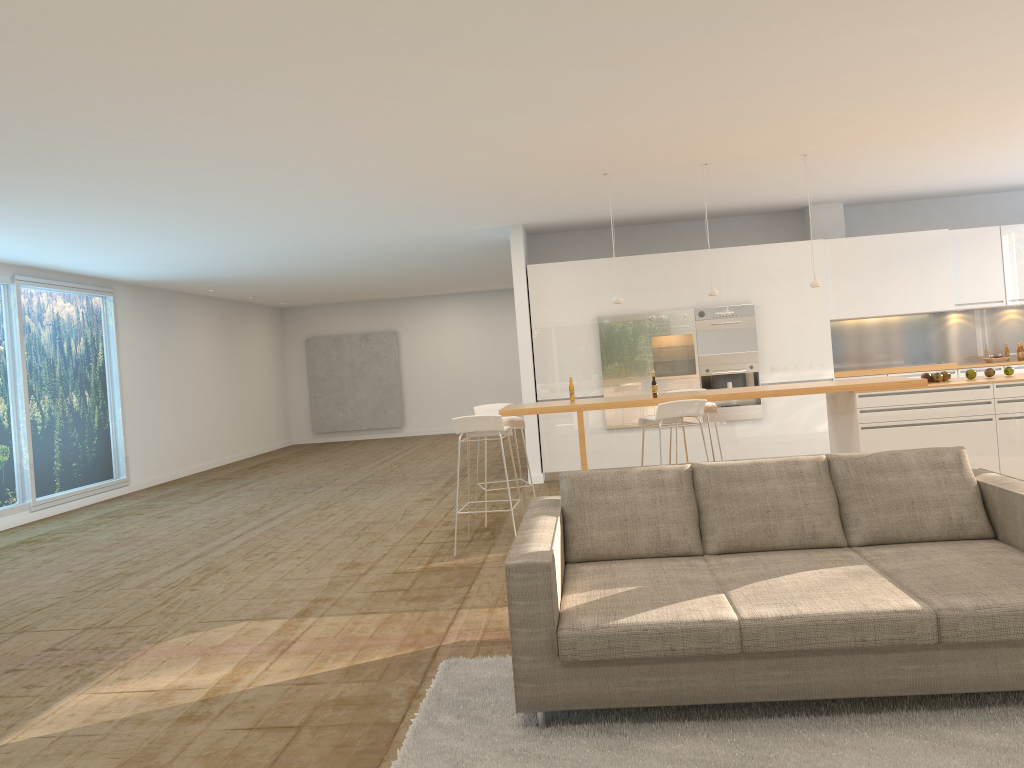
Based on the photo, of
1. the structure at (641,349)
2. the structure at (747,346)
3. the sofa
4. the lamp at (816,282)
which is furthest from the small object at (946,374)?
the structure at (641,349)

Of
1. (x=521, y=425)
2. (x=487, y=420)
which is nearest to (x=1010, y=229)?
(x=521, y=425)

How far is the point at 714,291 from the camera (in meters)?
7.63

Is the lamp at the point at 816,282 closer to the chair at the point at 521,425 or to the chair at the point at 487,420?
the chair at the point at 521,425

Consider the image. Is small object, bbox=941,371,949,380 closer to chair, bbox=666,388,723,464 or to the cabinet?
chair, bbox=666,388,723,464

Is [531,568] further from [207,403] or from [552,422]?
[207,403]

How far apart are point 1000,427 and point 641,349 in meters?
4.2 m

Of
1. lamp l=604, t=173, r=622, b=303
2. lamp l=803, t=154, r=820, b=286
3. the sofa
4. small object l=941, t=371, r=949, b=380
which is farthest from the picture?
the sofa

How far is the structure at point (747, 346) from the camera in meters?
10.1 m

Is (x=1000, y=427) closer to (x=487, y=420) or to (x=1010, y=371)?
(x=1010, y=371)
